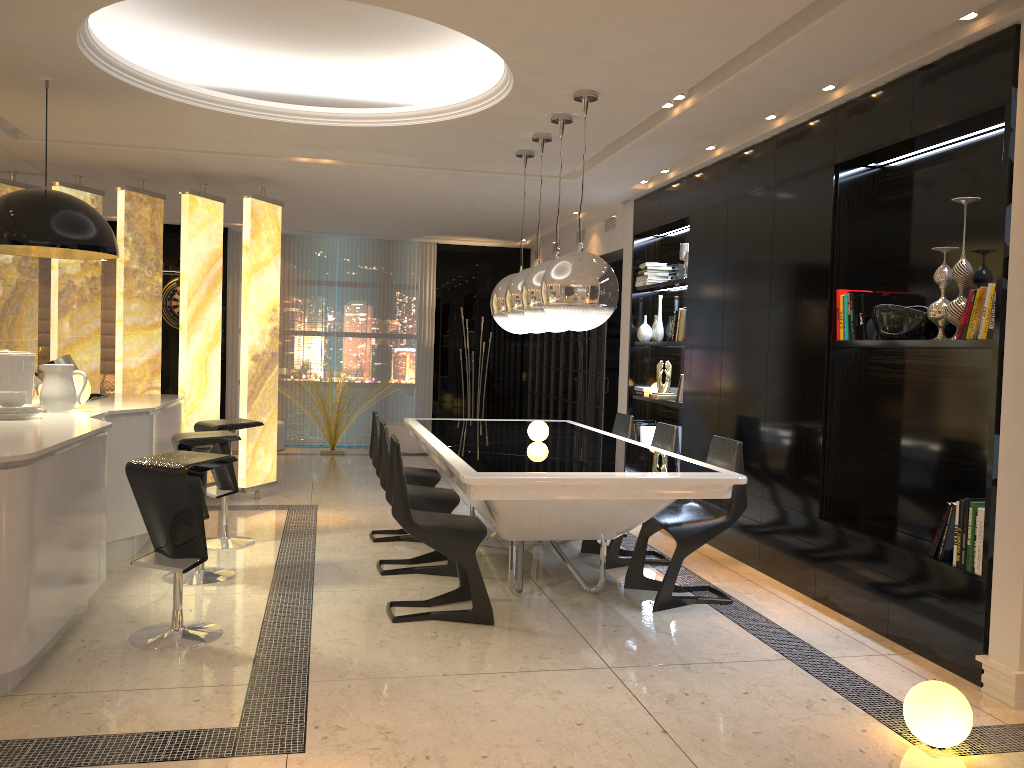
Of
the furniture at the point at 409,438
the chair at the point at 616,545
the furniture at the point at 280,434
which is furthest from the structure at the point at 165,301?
the chair at the point at 616,545

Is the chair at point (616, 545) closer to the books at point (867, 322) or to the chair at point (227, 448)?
the books at point (867, 322)

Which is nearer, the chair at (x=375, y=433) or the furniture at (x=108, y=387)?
the chair at (x=375, y=433)

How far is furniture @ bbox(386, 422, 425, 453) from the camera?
10.57m

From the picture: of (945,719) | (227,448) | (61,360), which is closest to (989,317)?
(945,719)

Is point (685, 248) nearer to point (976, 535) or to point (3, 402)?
point (976, 535)

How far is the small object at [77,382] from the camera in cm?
495

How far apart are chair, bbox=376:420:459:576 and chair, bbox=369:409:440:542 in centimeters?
43cm

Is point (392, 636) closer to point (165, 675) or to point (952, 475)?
point (165, 675)

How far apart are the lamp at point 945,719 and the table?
1.16m
